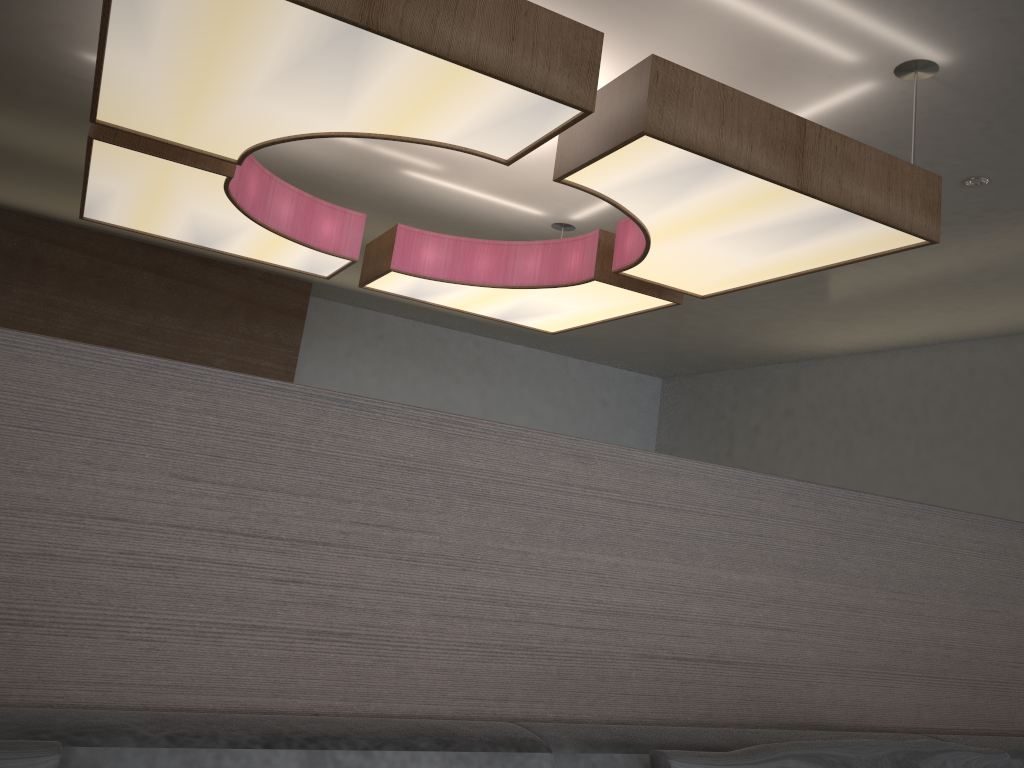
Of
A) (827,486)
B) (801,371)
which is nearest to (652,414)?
(801,371)

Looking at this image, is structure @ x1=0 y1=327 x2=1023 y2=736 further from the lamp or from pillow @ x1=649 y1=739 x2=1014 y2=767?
the lamp

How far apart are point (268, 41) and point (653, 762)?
1.8m

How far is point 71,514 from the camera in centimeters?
99cm

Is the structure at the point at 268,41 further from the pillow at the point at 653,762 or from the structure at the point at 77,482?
the pillow at the point at 653,762

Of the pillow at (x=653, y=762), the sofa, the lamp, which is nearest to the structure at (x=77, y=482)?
the sofa

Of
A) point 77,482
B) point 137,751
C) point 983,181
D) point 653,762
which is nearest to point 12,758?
point 137,751

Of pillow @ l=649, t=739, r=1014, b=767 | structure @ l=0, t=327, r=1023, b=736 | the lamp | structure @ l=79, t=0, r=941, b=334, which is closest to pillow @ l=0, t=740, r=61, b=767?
structure @ l=0, t=327, r=1023, b=736

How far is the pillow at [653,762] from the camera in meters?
1.1 m

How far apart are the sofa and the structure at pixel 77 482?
0.05m
